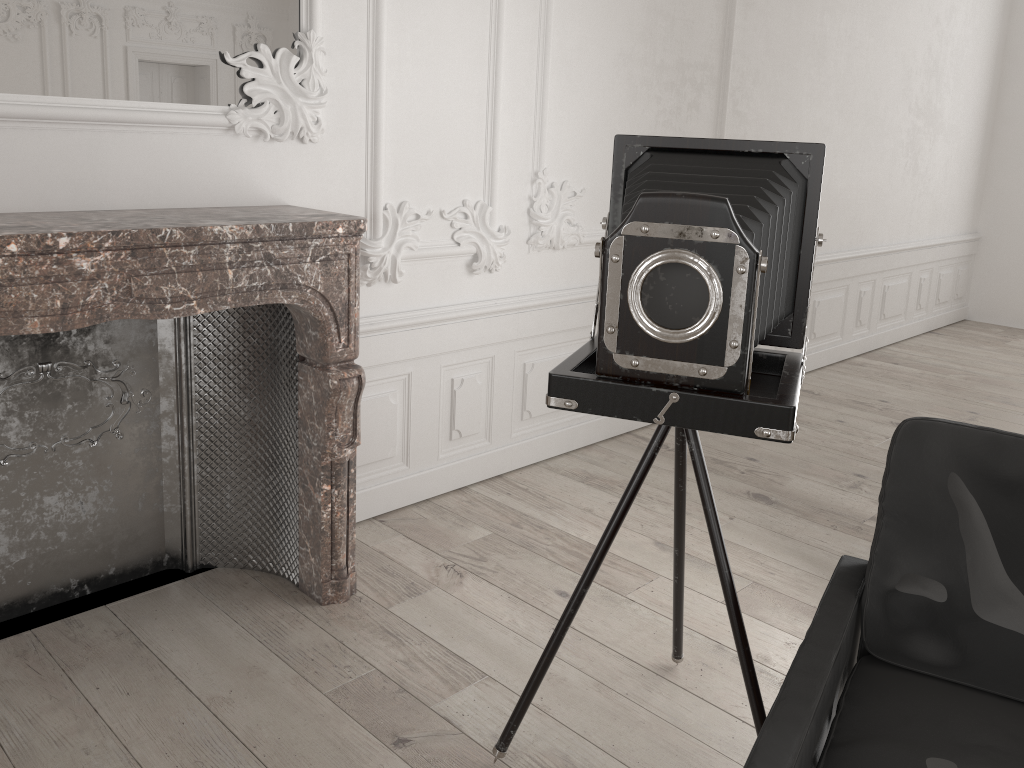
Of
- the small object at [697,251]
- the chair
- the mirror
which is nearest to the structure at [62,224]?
the mirror

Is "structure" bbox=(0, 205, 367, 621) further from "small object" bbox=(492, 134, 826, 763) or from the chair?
the chair

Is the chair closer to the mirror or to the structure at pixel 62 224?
the structure at pixel 62 224

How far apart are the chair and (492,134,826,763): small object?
0.2m

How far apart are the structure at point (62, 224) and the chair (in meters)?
1.47

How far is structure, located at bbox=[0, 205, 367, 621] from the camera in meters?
2.2 m

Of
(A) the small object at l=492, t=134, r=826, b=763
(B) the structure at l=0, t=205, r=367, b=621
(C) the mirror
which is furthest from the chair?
(C) the mirror

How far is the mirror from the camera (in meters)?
2.33

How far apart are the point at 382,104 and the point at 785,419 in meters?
2.0 m

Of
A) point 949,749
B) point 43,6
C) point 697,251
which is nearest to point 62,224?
point 43,6
